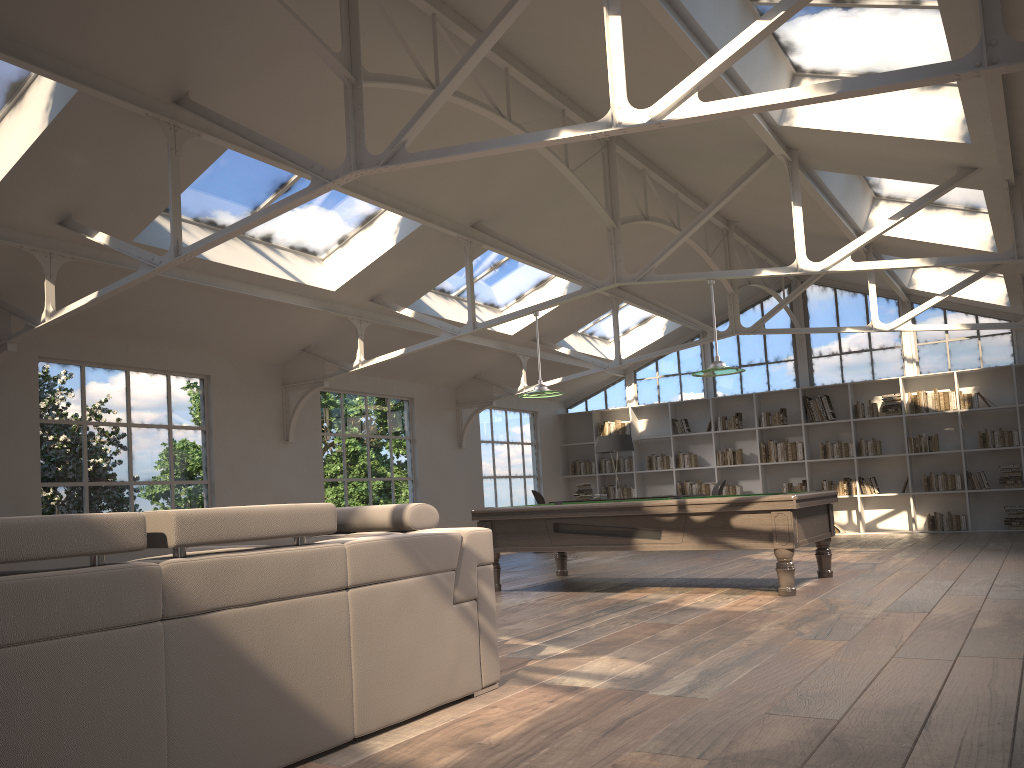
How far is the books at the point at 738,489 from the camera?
14.7 meters

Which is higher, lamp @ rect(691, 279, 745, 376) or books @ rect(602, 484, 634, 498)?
lamp @ rect(691, 279, 745, 376)

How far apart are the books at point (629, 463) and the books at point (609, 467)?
0.2m

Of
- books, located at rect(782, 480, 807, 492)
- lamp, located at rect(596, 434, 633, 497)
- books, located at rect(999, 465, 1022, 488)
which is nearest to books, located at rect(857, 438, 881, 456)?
books, located at rect(782, 480, 807, 492)

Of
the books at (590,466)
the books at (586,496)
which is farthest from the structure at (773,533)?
the books at (590,466)

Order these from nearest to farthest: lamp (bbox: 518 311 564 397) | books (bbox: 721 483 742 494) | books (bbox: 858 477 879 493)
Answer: lamp (bbox: 518 311 564 397) → books (bbox: 858 477 879 493) → books (bbox: 721 483 742 494)

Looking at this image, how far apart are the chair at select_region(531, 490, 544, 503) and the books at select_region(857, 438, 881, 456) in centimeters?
508cm

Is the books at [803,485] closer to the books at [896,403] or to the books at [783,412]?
the books at [783,412]

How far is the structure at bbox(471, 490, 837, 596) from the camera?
6.69m

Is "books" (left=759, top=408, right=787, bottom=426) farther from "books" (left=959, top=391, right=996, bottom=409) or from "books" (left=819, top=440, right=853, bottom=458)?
"books" (left=959, top=391, right=996, bottom=409)
